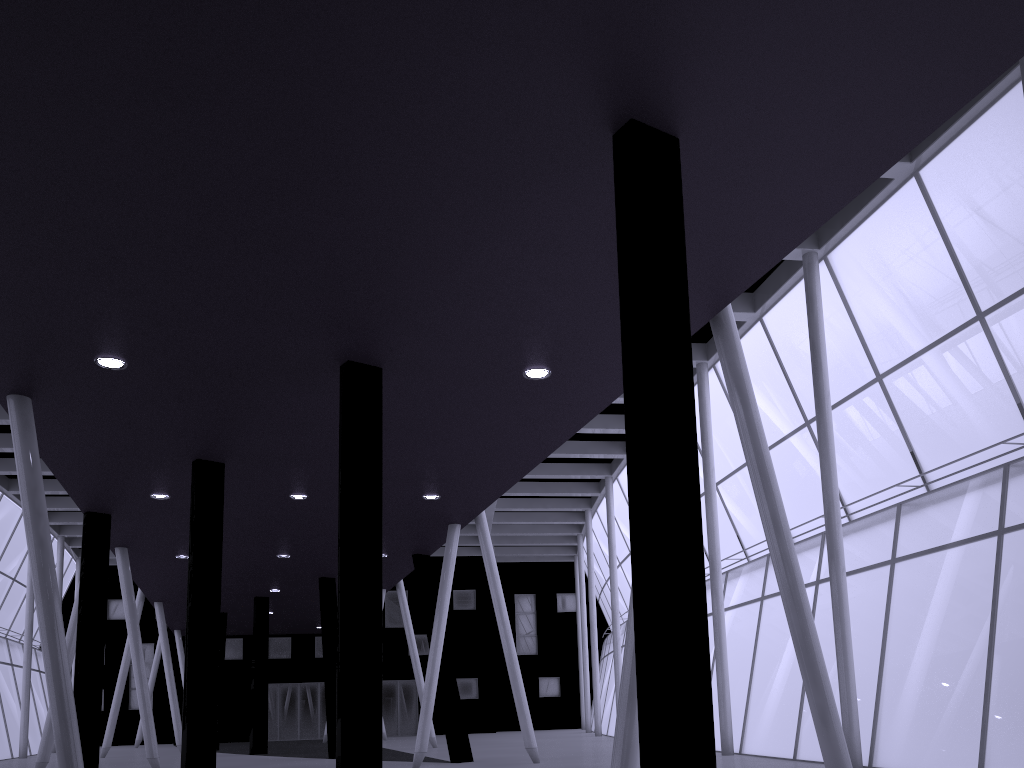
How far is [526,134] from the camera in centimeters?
1029cm
